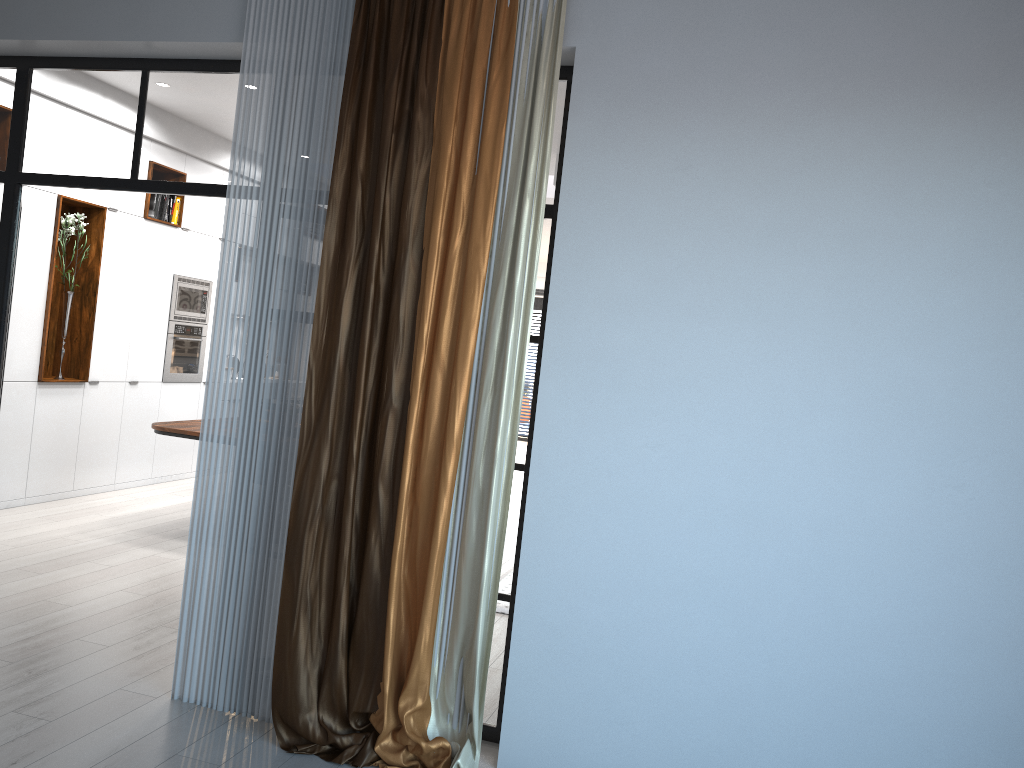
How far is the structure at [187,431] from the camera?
6.1 meters

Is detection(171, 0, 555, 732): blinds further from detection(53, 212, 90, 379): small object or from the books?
the books

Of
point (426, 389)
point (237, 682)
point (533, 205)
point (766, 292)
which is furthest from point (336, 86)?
point (237, 682)

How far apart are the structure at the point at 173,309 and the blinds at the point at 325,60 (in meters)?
4.89

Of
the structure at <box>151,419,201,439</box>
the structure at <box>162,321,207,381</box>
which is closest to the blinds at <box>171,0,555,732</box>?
the structure at <box>151,419,201,439</box>

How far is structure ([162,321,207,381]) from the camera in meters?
8.2 m

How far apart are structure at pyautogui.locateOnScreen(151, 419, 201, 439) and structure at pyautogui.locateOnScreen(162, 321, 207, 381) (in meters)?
1.72

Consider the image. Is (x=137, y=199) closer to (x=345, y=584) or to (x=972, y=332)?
(x=345, y=584)

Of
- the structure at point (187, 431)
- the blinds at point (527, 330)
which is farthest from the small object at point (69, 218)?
the blinds at point (527, 330)

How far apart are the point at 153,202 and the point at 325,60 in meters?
4.9 m
